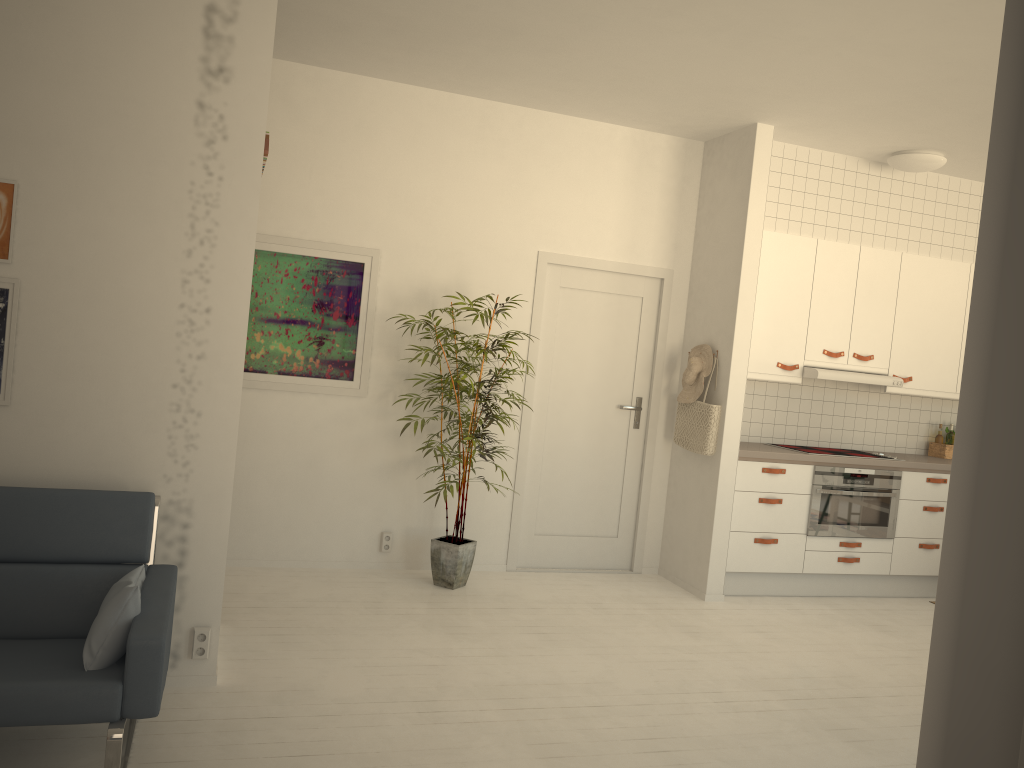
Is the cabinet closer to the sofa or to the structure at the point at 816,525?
the structure at the point at 816,525

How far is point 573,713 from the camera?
3.5m

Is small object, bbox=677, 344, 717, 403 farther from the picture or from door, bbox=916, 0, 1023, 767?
door, bbox=916, 0, 1023, 767

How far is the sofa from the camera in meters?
2.4 m

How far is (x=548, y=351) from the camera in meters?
5.7

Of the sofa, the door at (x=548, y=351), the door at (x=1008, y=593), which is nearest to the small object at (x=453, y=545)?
the door at (x=548, y=351)

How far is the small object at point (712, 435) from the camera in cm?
539

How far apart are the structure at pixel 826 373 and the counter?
0.5m

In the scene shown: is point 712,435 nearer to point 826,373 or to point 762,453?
point 762,453

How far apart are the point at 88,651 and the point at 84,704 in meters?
0.2 m
